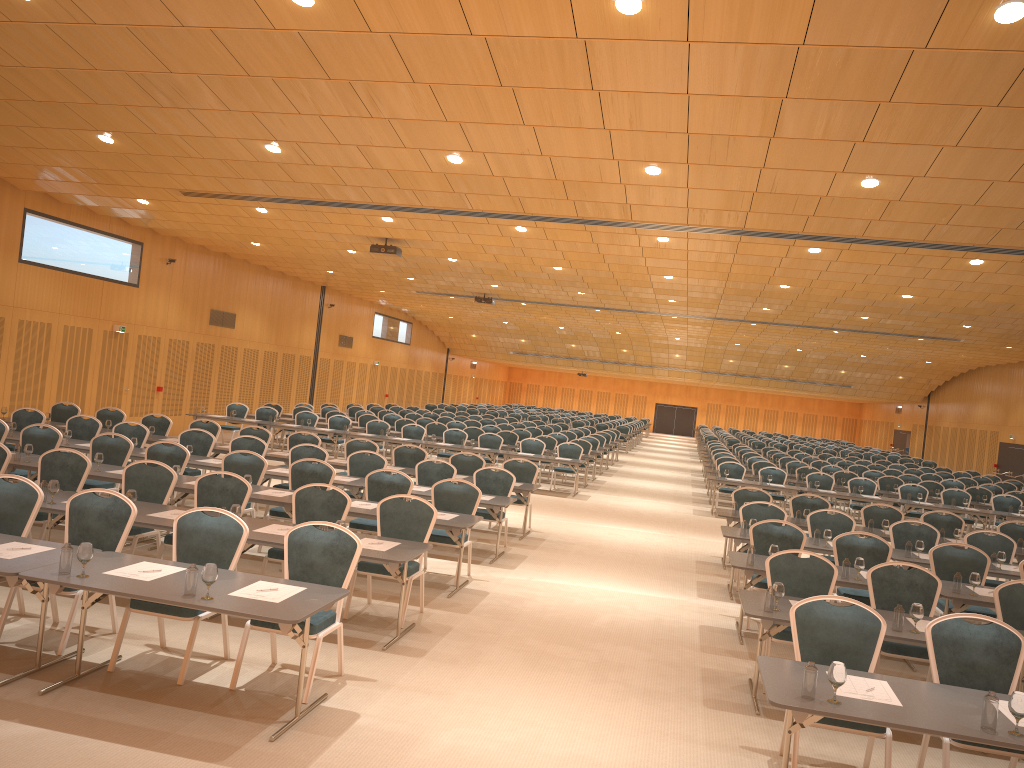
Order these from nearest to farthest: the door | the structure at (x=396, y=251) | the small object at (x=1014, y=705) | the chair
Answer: the small object at (x=1014, y=705), the chair, the structure at (x=396, y=251), the door

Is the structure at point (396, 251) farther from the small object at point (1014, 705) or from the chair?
the small object at point (1014, 705)

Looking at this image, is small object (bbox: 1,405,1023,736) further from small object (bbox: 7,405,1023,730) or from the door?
the door

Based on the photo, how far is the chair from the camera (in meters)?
5.83

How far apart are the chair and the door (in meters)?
3.12

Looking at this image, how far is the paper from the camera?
4.9m

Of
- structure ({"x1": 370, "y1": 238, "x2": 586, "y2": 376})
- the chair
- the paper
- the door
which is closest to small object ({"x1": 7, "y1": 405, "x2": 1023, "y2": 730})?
the paper

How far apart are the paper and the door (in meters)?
25.65

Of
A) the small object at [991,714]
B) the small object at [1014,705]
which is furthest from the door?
the small object at [1014,705]

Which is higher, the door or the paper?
the door
